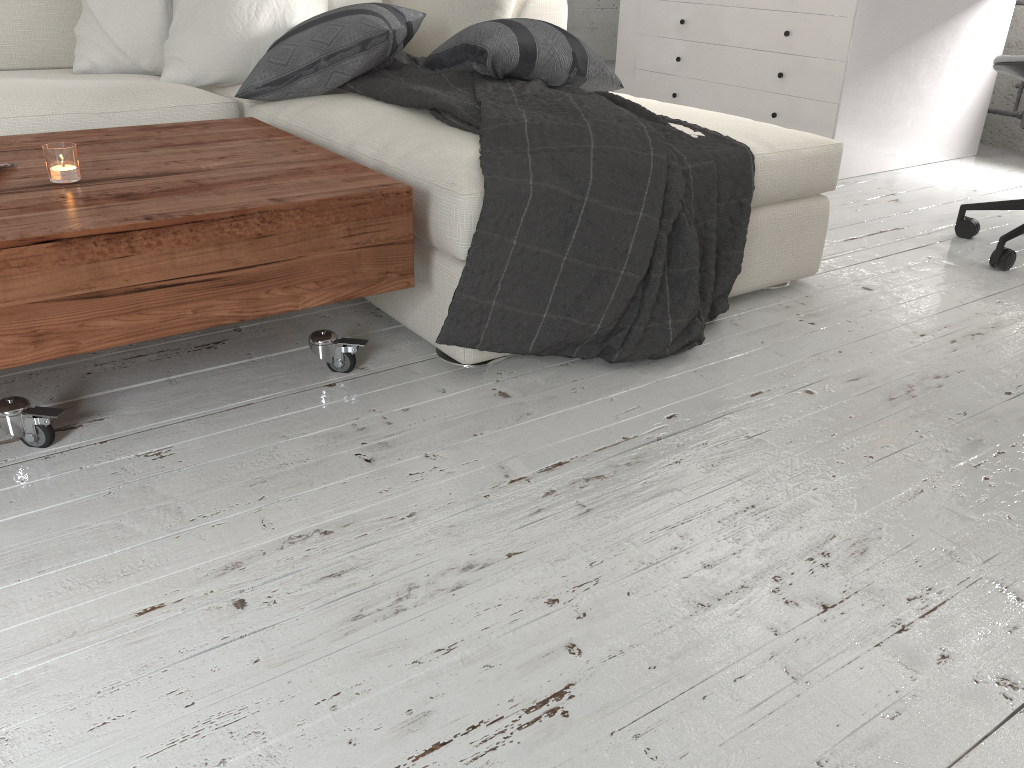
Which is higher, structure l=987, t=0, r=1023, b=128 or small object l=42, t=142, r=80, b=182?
small object l=42, t=142, r=80, b=182

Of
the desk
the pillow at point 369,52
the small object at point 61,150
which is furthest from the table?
the desk

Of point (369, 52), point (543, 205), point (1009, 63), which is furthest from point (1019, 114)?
point (543, 205)

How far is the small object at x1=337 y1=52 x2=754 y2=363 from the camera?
1.6m

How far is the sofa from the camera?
1.6m

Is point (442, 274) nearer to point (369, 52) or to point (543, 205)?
point (543, 205)

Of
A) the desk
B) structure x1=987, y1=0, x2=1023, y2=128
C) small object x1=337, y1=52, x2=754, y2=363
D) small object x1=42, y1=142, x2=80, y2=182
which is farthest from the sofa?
structure x1=987, y1=0, x2=1023, y2=128

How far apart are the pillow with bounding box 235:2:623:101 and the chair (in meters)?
1.00

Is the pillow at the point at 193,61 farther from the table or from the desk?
the desk

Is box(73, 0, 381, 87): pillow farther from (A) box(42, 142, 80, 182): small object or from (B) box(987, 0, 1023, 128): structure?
(B) box(987, 0, 1023, 128): structure
